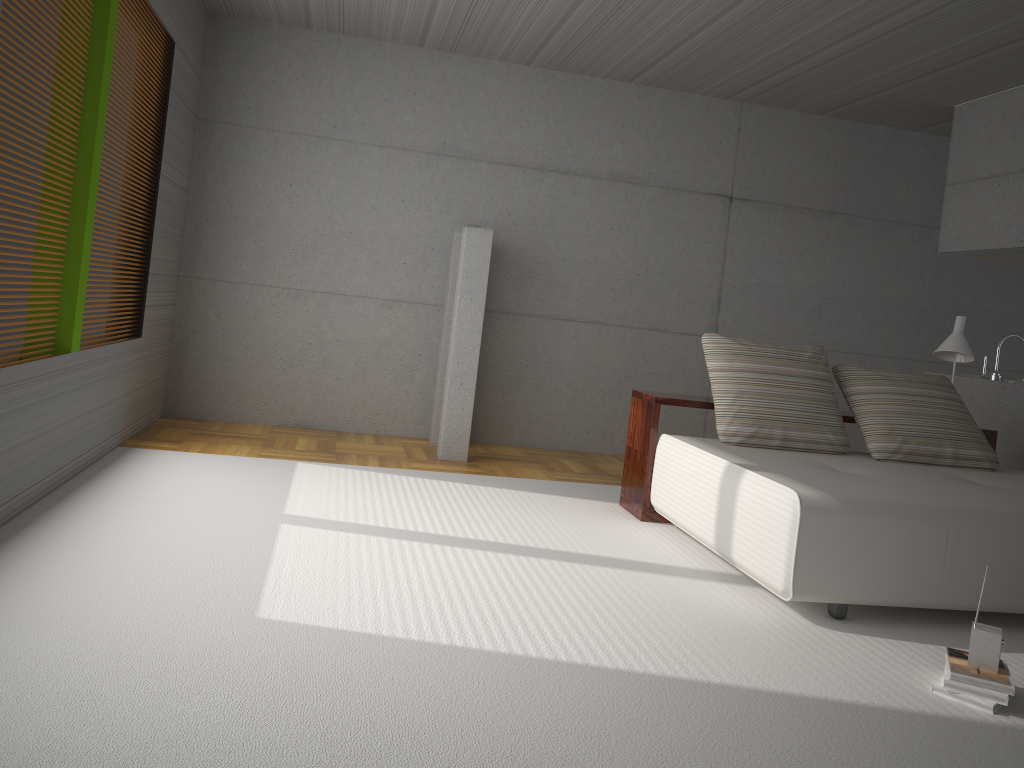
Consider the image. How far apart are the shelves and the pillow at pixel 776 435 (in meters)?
0.15

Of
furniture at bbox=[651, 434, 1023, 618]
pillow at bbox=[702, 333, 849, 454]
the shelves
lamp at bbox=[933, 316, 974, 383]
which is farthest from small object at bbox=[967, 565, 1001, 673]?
lamp at bbox=[933, 316, 974, 383]

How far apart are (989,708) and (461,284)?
4.24m

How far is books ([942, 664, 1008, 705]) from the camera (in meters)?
2.90

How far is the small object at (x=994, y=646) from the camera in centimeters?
299cm

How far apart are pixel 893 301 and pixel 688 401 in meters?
3.8 m

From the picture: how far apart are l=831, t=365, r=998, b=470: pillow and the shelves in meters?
0.1 m

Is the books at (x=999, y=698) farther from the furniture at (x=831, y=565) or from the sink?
the sink

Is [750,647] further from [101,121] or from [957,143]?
[957,143]

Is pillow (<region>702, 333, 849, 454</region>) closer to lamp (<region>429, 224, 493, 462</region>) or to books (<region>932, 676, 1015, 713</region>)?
lamp (<region>429, 224, 493, 462</region>)
